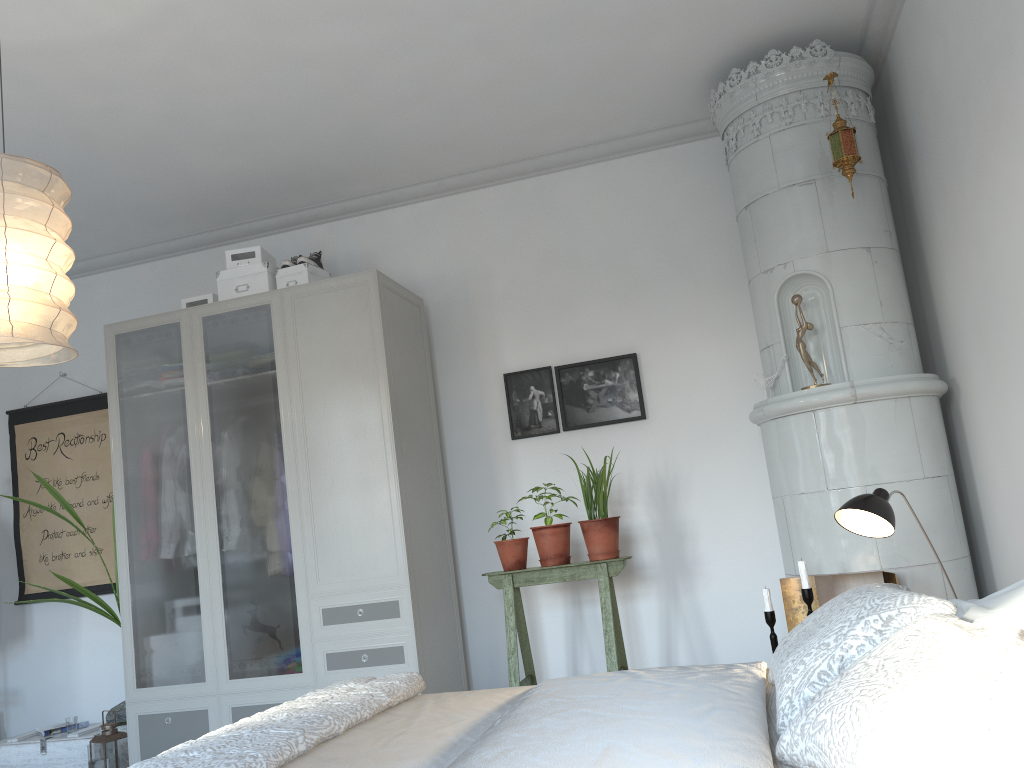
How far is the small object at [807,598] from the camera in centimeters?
316cm

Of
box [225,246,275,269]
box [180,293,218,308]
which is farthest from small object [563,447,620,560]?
box [180,293,218,308]

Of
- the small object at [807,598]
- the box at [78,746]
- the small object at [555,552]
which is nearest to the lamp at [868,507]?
the small object at [807,598]

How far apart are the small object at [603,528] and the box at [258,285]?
1.78m

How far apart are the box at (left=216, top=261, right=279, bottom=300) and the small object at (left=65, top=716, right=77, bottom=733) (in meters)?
2.31

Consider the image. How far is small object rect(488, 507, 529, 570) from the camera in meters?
3.9 m

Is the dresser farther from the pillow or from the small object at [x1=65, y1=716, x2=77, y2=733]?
the pillow

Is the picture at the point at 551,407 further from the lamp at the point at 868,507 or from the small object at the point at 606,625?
the lamp at the point at 868,507

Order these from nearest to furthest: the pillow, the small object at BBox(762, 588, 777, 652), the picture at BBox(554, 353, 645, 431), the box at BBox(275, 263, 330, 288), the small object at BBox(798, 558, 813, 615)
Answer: the pillow → the small object at BBox(798, 558, 813, 615) → the small object at BBox(762, 588, 777, 652) → the box at BBox(275, 263, 330, 288) → the picture at BBox(554, 353, 645, 431)

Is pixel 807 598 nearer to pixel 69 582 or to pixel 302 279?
pixel 302 279
